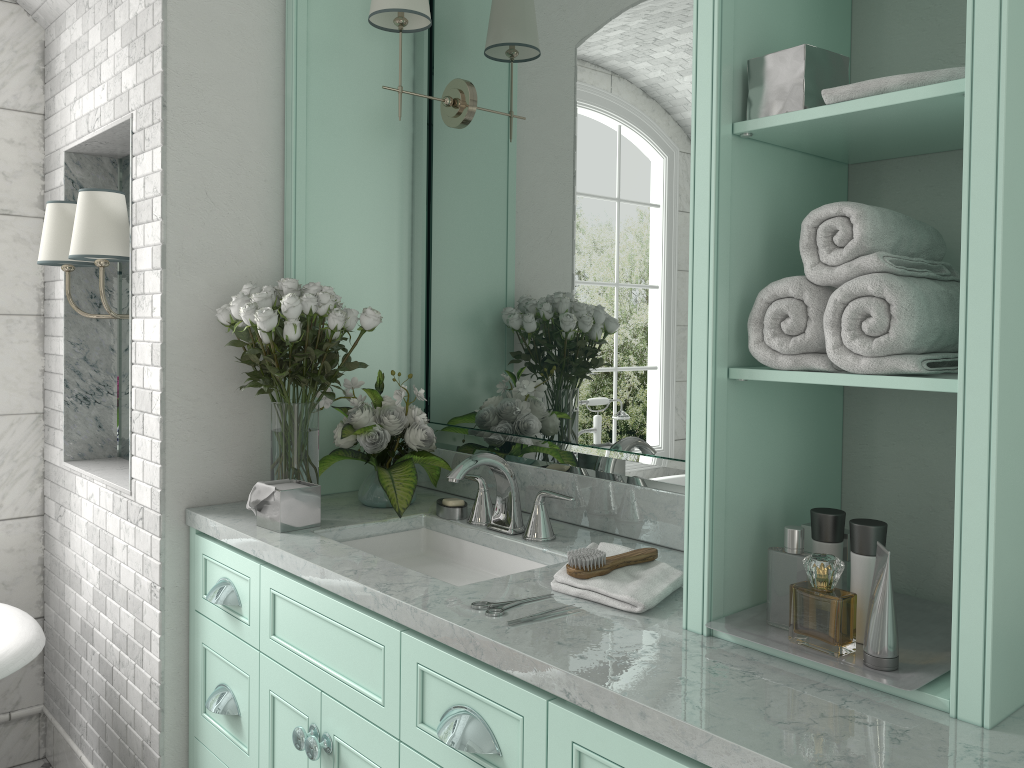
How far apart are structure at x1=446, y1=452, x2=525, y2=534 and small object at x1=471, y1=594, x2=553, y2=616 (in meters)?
0.52

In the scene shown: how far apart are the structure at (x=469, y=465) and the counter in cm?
2

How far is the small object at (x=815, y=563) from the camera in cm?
357

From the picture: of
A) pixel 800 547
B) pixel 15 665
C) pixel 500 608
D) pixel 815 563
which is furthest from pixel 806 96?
pixel 815 563

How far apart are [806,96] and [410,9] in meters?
1.4 m

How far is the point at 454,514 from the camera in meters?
2.4

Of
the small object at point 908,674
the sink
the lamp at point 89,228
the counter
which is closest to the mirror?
the counter

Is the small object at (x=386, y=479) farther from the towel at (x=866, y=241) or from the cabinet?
the towel at (x=866, y=241)

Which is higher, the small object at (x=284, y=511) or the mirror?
the mirror

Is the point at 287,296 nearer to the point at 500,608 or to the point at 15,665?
the point at 500,608
